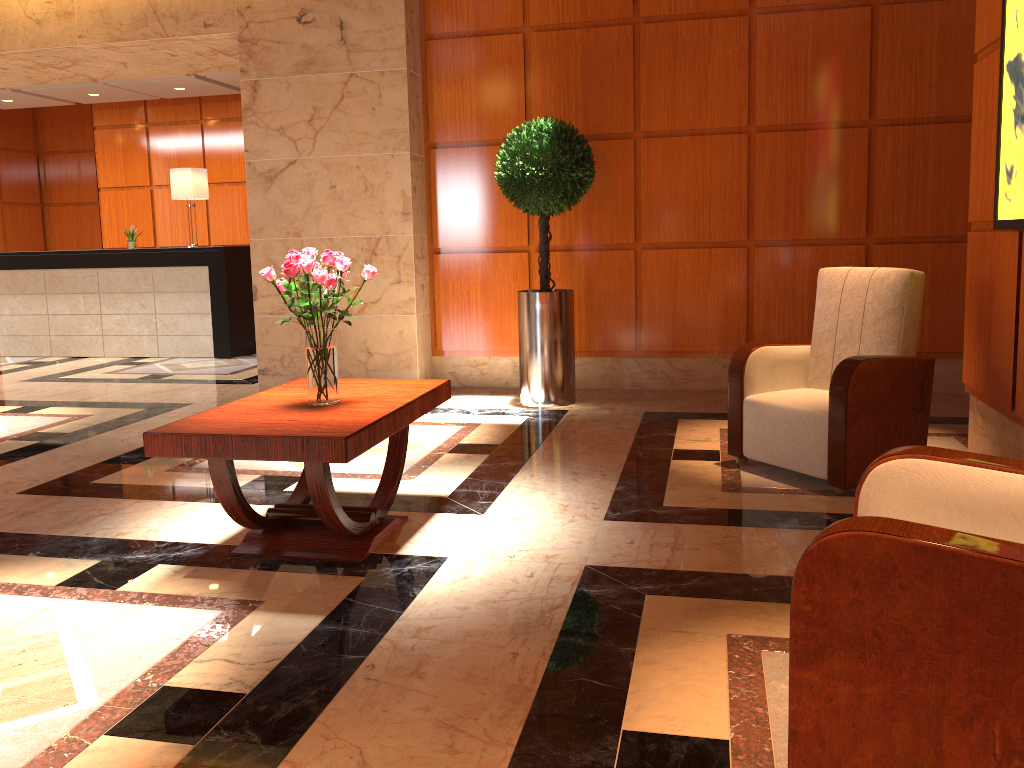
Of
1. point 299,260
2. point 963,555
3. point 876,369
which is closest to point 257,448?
point 299,260

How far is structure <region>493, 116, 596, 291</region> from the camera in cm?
570

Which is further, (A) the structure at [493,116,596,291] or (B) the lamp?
(B) the lamp

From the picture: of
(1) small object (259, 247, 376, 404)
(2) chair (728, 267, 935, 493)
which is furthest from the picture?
(1) small object (259, 247, 376, 404)

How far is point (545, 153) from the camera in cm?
570

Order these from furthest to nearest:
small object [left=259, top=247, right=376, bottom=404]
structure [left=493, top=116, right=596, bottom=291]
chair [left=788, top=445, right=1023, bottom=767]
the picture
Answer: structure [left=493, top=116, right=596, bottom=291]
the picture
small object [left=259, top=247, right=376, bottom=404]
chair [left=788, top=445, right=1023, bottom=767]

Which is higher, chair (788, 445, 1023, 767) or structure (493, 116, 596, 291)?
structure (493, 116, 596, 291)

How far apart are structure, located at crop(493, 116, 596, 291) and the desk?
4.06m

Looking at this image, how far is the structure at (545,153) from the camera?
5.70m

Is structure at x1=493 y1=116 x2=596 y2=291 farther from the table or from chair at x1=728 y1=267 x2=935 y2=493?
the table
